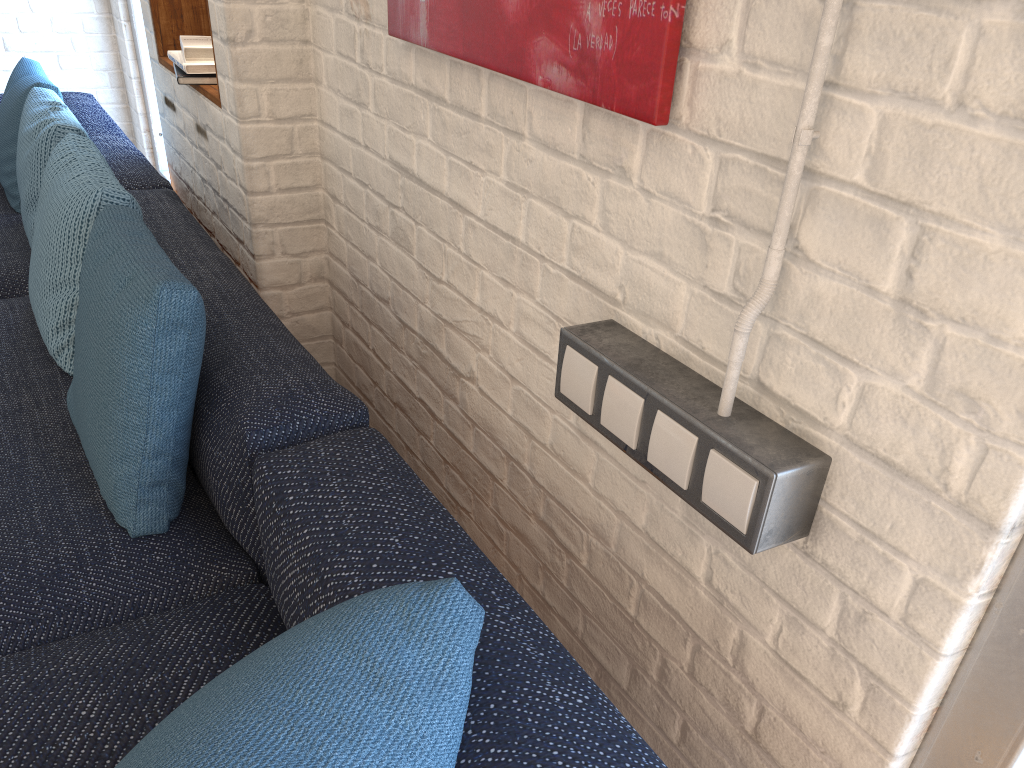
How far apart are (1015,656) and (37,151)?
2.55m

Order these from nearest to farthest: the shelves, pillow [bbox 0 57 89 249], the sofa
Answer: the sofa → the shelves → pillow [bbox 0 57 89 249]

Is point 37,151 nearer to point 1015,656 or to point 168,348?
point 168,348

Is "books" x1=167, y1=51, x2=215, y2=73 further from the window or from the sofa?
the window

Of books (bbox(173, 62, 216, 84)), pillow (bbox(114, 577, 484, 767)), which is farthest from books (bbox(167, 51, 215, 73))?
pillow (bbox(114, 577, 484, 767))

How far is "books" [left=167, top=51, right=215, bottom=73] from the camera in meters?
2.2

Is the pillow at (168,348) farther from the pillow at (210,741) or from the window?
the window

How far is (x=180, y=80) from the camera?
2.23m

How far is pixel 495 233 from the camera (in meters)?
1.44

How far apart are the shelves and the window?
1.6 meters
